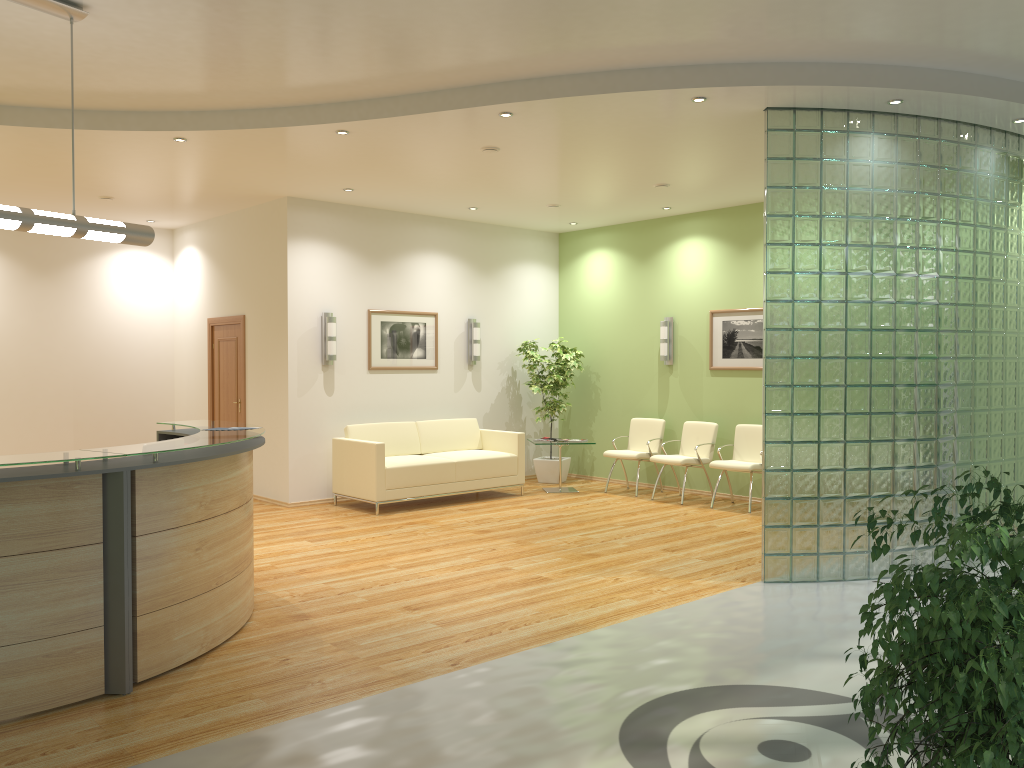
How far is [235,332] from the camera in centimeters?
1053cm

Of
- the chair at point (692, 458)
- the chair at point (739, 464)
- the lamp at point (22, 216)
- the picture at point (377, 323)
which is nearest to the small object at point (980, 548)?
the lamp at point (22, 216)

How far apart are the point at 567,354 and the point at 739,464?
2.9m

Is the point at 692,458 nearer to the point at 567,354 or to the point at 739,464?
the point at 739,464

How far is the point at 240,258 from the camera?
10.4m

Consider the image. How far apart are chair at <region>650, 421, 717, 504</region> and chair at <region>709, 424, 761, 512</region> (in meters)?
0.28

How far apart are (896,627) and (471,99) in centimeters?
439cm

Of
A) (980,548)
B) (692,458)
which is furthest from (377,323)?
(980,548)

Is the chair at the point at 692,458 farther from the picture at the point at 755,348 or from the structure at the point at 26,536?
the structure at the point at 26,536

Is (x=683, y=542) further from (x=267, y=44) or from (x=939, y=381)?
(x=267, y=44)
